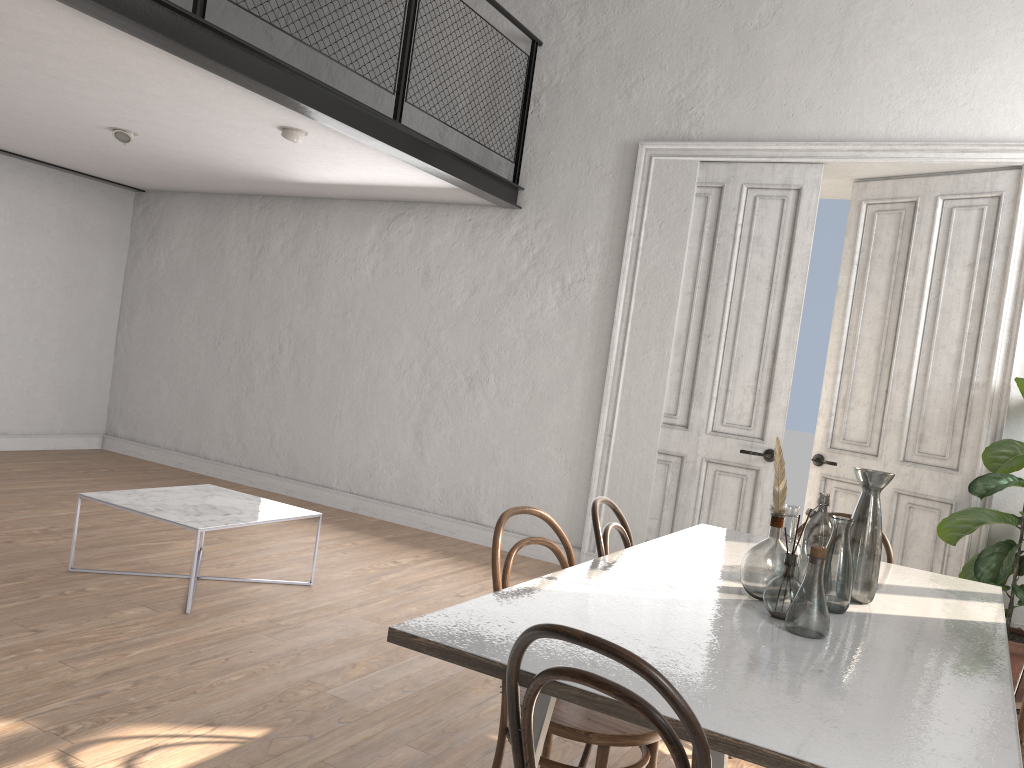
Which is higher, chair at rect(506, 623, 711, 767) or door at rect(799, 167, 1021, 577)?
door at rect(799, 167, 1021, 577)

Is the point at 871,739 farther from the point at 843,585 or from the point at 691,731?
the point at 843,585

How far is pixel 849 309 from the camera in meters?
5.7 m

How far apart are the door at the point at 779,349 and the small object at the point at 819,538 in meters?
3.0

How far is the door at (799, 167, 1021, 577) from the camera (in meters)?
5.07

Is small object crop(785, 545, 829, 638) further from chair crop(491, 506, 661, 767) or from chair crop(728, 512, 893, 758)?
chair crop(728, 512, 893, 758)

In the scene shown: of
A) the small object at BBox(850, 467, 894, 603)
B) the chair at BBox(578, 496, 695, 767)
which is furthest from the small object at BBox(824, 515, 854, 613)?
the chair at BBox(578, 496, 695, 767)

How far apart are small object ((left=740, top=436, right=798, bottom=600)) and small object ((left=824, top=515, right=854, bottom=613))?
0.1m

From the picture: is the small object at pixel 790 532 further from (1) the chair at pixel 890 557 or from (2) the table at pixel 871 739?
(1) the chair at pixel 890 557

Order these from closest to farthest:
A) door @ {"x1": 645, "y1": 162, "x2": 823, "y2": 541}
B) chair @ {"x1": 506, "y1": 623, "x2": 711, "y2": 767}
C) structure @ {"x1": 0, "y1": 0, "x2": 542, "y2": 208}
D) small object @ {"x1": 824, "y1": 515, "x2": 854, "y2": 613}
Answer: chair @ {"x1": 506, "y1": 623, "x2": 711, "y2": 767} → small object @ {"x1": 824, "y1": 515, "x2": 854, "y2": 613} → structure @ {"x1": 0, "y1": 0, "x2": 542, "y2": 208} → door @ {"x1": 645, "y1": 162, "x2": 823, "y2": 541}
